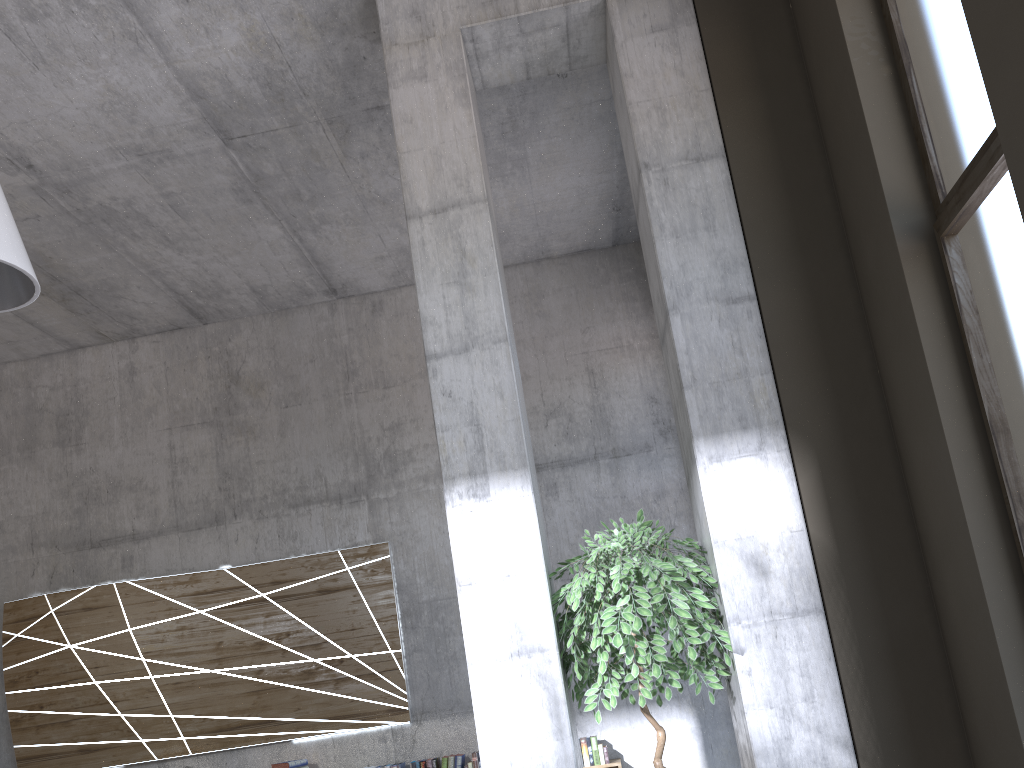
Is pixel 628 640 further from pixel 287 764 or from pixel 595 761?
pixel 287 764

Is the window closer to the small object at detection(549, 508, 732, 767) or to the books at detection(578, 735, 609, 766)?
the small object at detection(549, 508, 732, 767)

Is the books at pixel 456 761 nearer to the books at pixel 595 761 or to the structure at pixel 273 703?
the structure at pixel 273 703

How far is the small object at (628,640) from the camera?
3.6m

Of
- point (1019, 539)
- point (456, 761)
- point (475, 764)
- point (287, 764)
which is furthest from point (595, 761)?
point (1019, 539)

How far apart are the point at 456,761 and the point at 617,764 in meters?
1.2

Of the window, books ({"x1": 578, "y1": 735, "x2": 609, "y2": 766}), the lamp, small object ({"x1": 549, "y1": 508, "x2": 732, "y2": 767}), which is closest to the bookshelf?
books ({"x1": 578, "y1": 735, "x2": 609, "y2": 766})

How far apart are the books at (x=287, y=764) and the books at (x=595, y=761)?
2.2 meters

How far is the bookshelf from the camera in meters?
6.4 m

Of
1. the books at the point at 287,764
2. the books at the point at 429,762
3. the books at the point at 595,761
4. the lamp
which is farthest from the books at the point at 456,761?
the lamp
